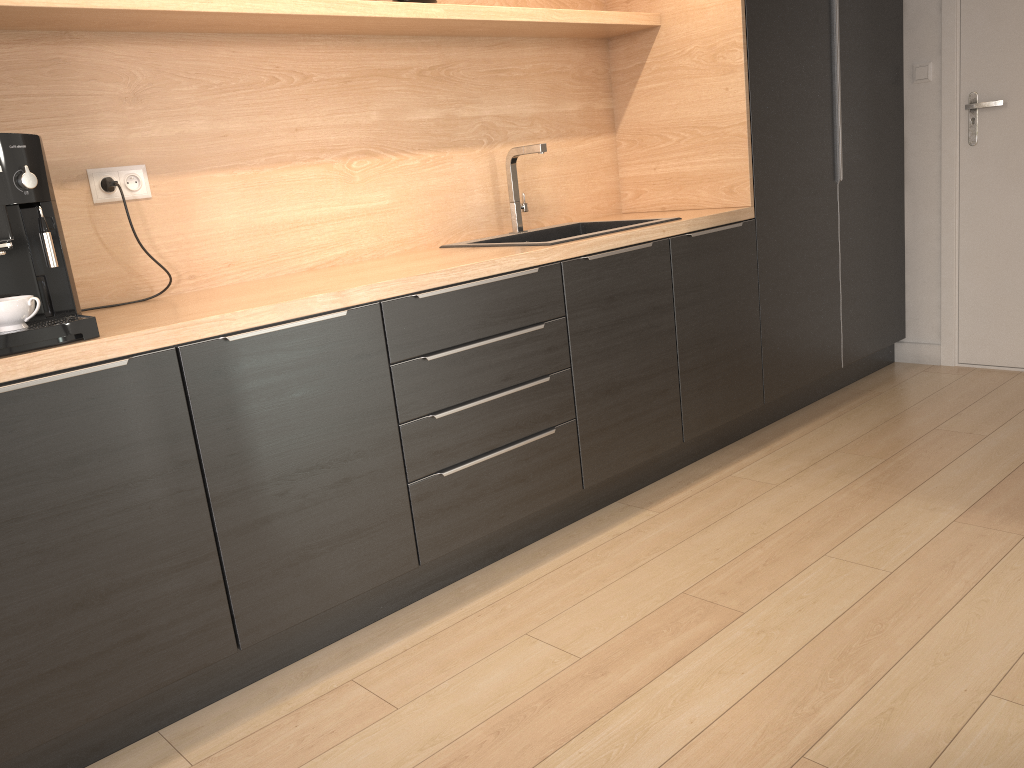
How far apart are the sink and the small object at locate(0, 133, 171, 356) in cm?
108

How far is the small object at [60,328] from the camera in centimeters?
165cm

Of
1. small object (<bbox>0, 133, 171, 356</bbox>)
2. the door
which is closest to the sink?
small object (<bbox>0, 133, 171, 356</bbox>)

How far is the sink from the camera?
2.9 meters

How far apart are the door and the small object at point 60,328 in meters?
3.3 m

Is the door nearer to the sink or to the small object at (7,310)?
the sink

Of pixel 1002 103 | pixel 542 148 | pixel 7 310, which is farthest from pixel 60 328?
pixel 1002 103

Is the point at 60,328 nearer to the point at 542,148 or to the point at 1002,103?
the point at 542,148

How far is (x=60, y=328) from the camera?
1.6m

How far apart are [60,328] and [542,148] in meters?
1.7
